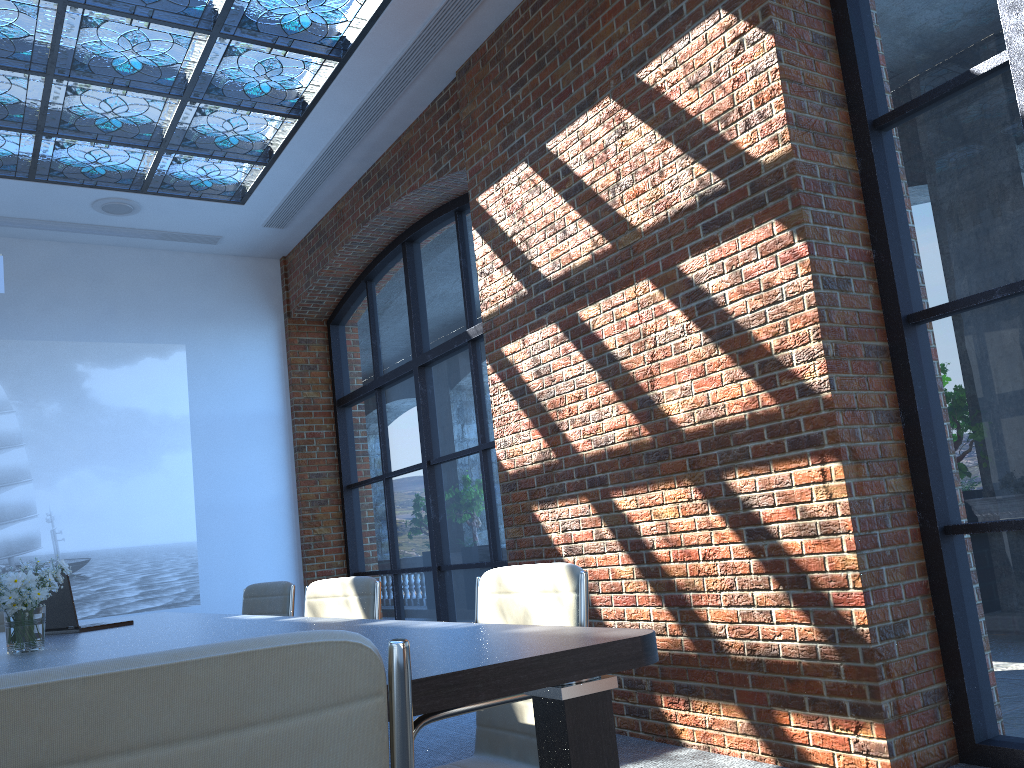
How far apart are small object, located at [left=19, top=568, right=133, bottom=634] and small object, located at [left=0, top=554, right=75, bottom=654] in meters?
0.8

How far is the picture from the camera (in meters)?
7.27

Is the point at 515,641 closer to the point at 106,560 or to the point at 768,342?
the point at 768,342

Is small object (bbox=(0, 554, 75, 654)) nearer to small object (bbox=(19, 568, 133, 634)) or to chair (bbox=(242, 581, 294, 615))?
small object (bbox=(19, 568, 133, 634))

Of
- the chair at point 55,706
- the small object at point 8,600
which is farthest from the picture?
the chair at point 55,706

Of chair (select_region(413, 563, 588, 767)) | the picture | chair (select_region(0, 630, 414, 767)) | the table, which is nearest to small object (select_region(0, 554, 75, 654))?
the table

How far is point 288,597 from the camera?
4.6 meters

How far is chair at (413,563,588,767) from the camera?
2.2 meters

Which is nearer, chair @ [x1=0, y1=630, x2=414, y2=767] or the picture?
chair @ [x1=0, y1=630, x2=414, y2=767]

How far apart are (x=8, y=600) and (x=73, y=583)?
5.0m
